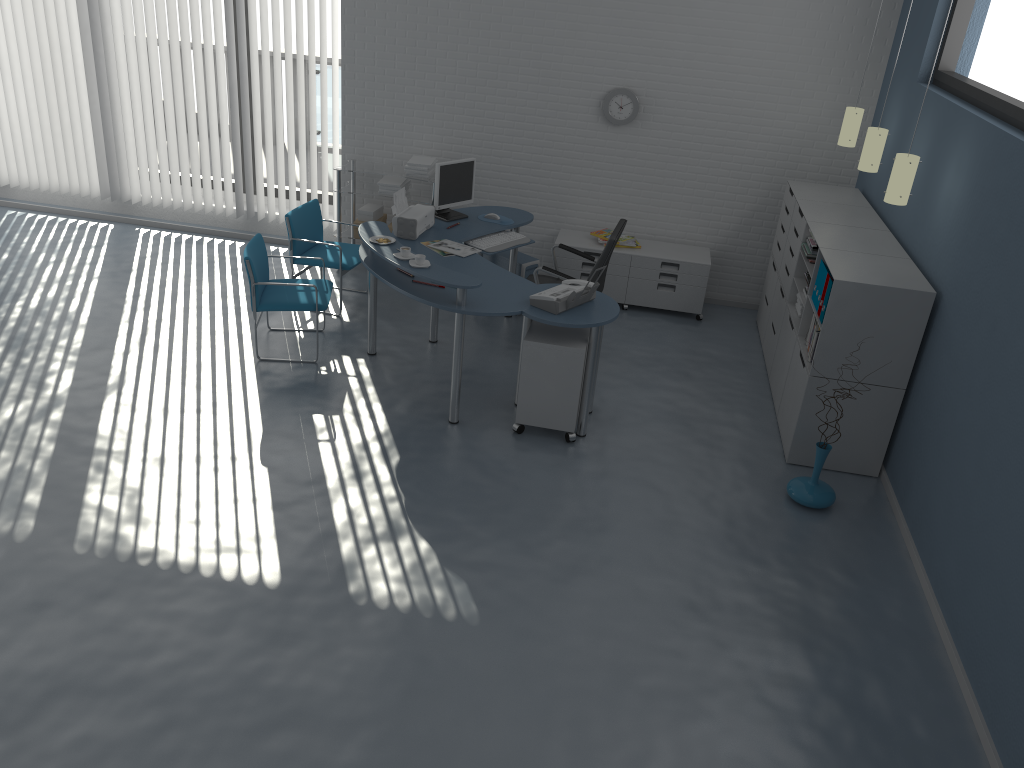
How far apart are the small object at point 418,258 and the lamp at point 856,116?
3.19m

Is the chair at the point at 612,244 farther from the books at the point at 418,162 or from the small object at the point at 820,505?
the small object at the point at 820,505

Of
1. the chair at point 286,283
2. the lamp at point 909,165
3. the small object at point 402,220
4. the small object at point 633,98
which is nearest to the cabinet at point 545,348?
the small object at point 402,220

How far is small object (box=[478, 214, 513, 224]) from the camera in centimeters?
640cm

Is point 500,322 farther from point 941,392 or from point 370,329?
point 941,392

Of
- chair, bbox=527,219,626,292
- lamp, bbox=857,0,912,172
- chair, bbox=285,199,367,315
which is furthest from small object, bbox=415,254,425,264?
lamp, bbox=857,0,912,172

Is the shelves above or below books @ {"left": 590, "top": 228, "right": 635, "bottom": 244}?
above

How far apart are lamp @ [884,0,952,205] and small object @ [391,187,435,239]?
2.86m

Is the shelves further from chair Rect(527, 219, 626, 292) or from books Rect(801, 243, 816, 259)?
books Rect(801, 243, 816, 259)

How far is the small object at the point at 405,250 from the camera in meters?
5.1
